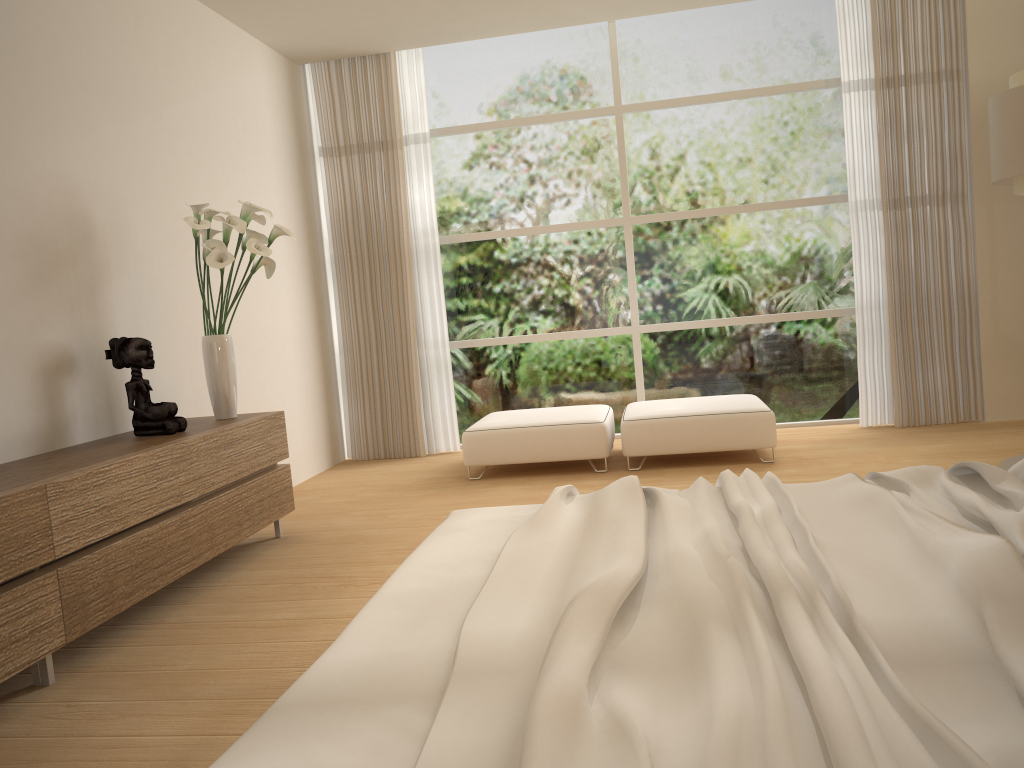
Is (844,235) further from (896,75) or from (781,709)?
(781,709)

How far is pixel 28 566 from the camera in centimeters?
272cm

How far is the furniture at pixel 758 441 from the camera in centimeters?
545cm

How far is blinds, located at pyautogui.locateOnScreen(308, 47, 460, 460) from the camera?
6.8 meters

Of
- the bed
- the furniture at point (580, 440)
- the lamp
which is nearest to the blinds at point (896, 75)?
the lamp

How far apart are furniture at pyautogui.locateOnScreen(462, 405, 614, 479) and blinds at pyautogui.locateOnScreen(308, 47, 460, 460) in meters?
0.8

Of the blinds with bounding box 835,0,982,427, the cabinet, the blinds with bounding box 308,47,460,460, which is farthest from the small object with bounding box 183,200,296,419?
the blinds with bounding box 835,0,982,427

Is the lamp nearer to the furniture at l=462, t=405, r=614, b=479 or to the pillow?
the furniture at l=462, t=405, r=614, b=479

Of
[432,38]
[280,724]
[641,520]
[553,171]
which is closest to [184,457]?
[641,520]

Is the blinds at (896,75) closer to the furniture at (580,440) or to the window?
the window
